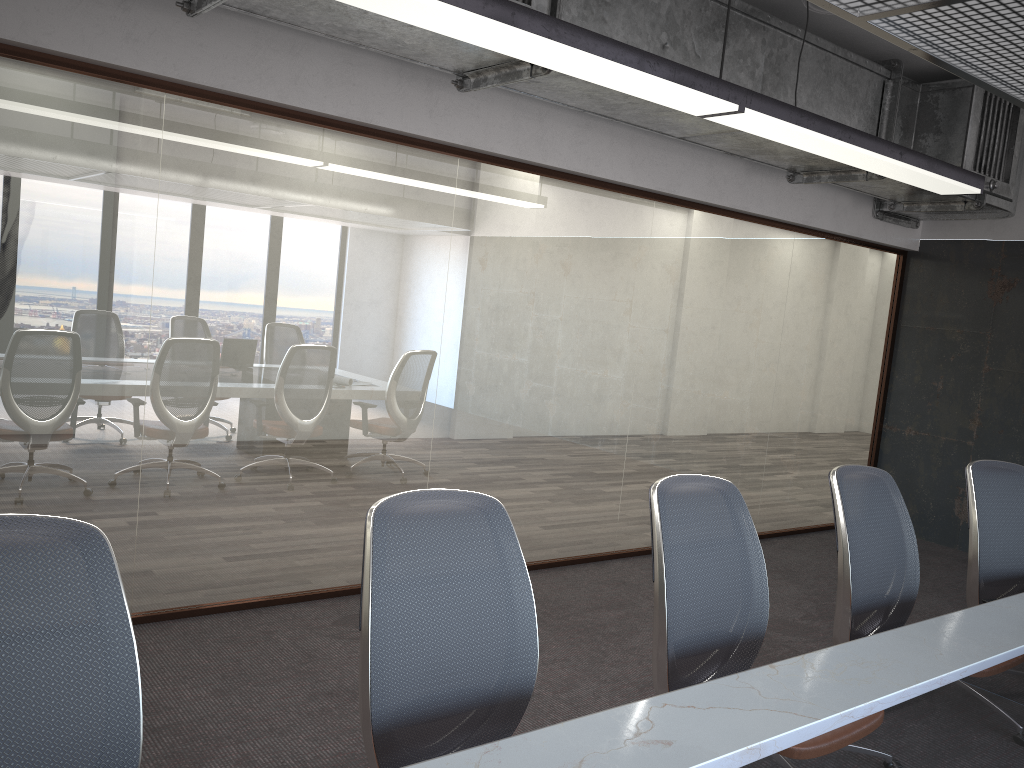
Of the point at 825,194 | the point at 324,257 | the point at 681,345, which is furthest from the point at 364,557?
the point at 825,194

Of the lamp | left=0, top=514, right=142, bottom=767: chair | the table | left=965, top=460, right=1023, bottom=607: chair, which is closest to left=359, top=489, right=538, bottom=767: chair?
the table

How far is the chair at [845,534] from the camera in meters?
3.1

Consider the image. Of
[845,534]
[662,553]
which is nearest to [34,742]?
[662,553]

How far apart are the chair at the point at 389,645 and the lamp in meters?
1.4 m

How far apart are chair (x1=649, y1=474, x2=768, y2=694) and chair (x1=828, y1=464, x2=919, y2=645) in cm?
48

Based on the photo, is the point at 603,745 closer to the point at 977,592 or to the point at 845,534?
the point at 845,534

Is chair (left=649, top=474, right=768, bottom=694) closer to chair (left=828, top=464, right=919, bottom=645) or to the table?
the table

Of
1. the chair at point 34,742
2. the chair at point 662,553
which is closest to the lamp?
the chair at point 662,553

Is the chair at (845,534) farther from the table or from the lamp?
the lamp
